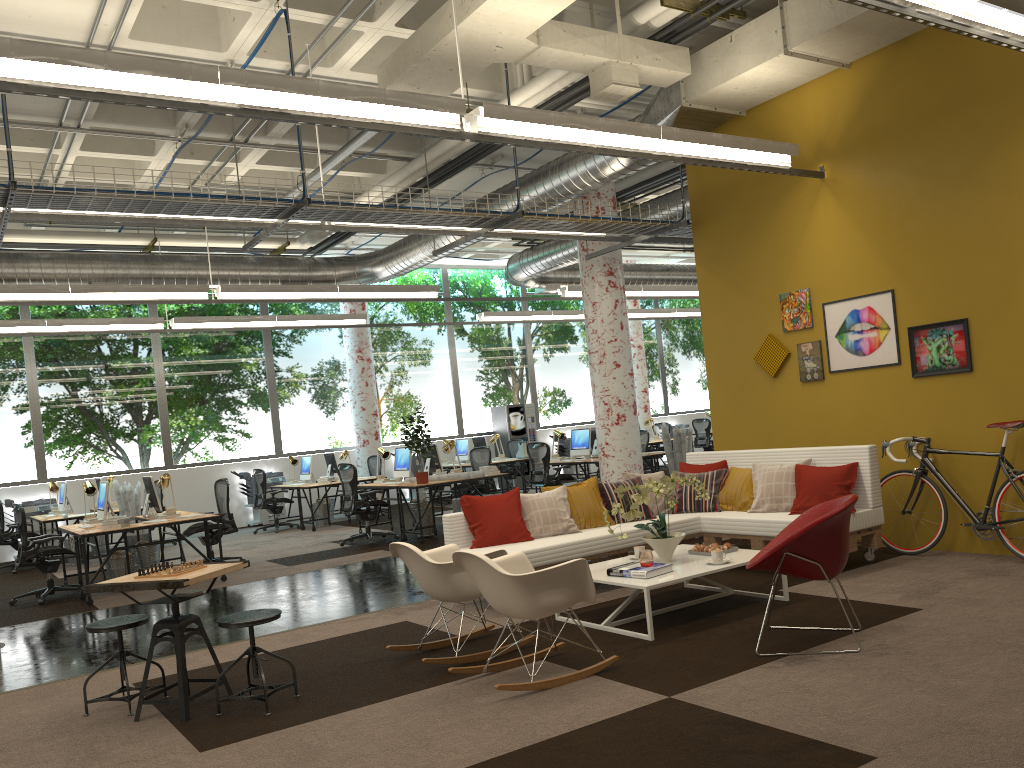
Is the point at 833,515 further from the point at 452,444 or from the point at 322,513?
the point at 322,513

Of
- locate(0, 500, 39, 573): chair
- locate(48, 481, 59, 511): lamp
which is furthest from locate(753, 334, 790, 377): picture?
locate(48, 481, 59, 511): lamp

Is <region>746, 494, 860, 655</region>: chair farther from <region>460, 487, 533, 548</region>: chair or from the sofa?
<region>460, 487, 533, 548</region>: chair

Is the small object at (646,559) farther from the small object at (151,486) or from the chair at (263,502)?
the chair at (263,502)

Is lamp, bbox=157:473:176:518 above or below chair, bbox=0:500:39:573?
above

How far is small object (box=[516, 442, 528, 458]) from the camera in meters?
16.5

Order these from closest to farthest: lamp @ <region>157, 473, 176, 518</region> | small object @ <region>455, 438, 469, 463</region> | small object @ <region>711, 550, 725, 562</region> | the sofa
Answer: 1. small object @ <region>711, 550, 725, 562</region>
2. the sofa
3. lamp @ <region>157, 473, 176, 518</region>
4. small object @ <region>455, 438, 469, 463</region>

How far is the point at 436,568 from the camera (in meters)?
5.17

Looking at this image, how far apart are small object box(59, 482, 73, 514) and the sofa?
8.5 meters

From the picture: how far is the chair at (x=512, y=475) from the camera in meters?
17.7 m
